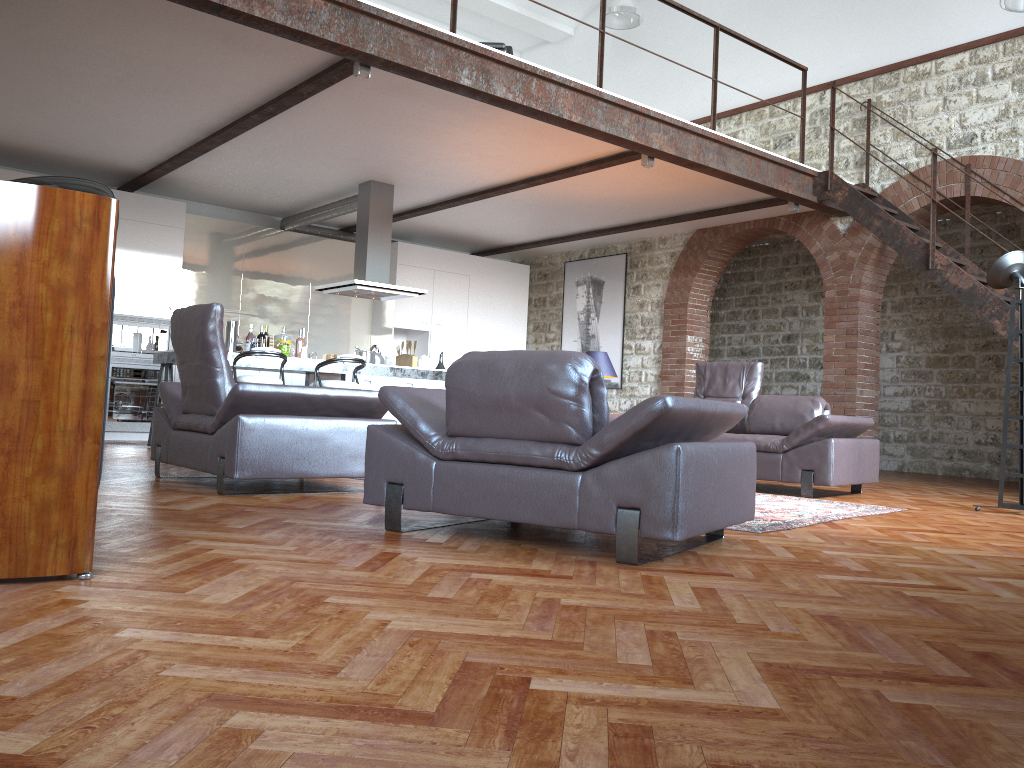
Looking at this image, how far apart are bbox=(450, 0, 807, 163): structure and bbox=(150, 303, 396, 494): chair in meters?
2.7 m

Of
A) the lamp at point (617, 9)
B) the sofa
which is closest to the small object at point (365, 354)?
the sofa

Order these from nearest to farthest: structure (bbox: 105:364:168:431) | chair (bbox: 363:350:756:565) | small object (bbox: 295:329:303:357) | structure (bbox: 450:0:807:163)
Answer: chair (bbox: 363:350:756:565) → structure (bbox: 450:0:807:163) → small object (bbox: 295:329:303:357) → structure (bbox: 105:364:168:431)

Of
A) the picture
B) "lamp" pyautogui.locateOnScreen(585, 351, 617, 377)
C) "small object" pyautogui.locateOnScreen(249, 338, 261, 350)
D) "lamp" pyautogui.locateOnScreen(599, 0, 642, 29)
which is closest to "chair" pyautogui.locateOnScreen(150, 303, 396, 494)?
"small object" pyautogui.locateOnScreen(249, 338, 261, 350)

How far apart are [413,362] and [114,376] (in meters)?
3.22

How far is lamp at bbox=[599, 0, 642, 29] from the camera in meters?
10.6

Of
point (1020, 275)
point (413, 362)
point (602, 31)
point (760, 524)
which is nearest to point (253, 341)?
point (413, 362)

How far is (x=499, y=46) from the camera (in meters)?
7.31

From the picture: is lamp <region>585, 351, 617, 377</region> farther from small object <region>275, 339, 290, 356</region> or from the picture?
the picture

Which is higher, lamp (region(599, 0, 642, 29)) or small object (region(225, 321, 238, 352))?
lamp (region(599, 0, 642, 29))
